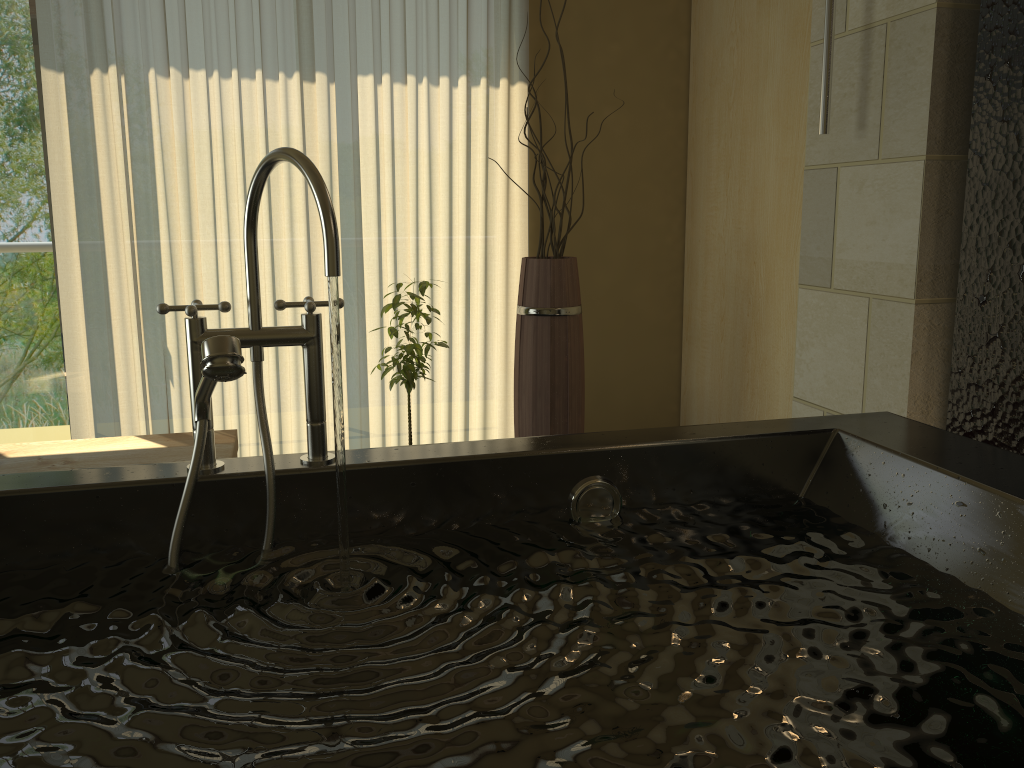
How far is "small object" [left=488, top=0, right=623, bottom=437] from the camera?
2.86m

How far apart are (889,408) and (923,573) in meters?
0.9

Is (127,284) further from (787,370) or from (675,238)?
(787,370)

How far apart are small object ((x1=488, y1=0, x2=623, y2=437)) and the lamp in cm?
99

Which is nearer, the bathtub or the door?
the bathtub

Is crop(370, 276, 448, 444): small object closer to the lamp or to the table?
the table

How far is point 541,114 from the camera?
3.5 meters

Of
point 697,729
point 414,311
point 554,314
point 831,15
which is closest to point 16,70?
point 414,311

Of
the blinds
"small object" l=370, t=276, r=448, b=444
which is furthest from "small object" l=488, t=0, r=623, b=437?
the blinds

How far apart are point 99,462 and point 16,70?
1.6 meters
